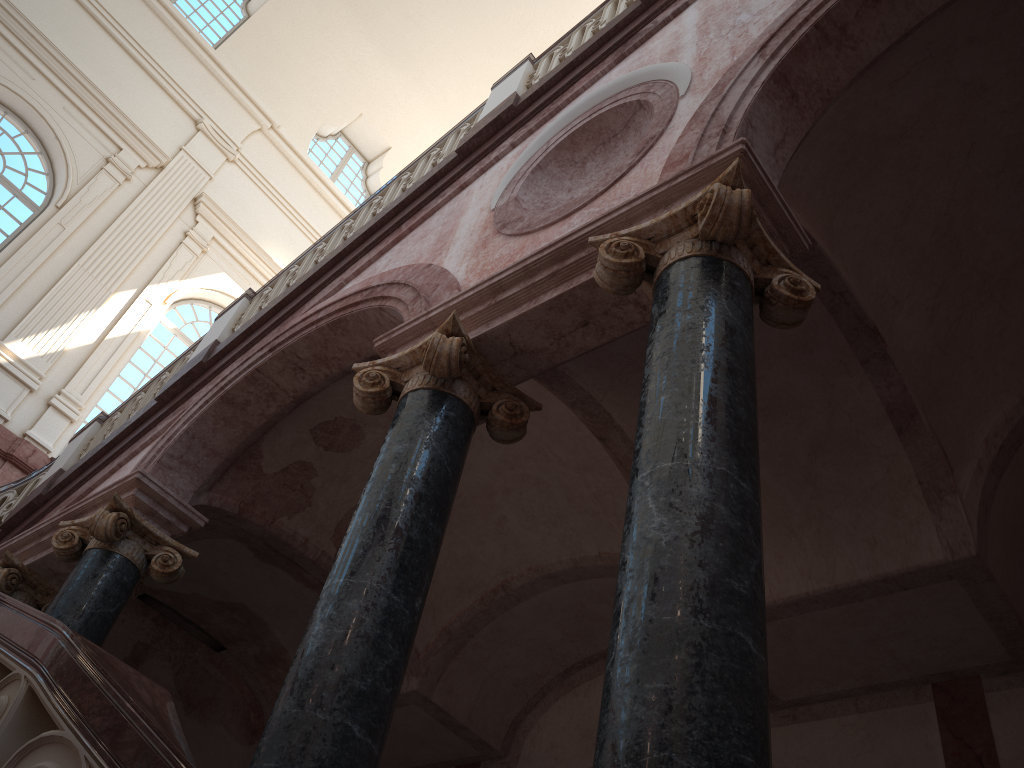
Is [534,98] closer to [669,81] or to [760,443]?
[669,81]
